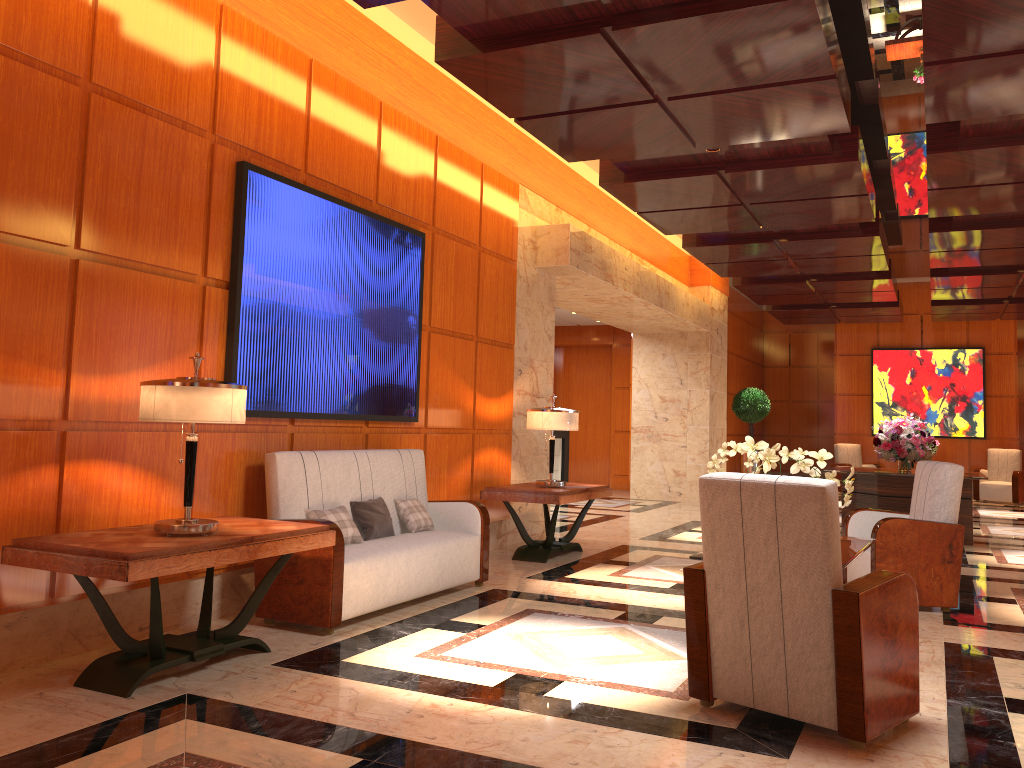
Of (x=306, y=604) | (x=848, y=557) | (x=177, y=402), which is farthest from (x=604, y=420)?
(x=177, y=402)

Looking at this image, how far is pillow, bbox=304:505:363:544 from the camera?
5.1 meters

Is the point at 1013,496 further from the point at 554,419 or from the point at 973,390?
the point at 554,419

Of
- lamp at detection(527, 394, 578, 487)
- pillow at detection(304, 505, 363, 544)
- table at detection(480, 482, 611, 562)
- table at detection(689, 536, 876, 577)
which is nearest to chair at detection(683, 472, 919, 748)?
table at detection(689, 536, 876, 577)

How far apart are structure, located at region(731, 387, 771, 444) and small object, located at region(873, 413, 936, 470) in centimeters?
572cm

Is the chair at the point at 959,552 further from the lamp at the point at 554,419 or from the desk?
the desk

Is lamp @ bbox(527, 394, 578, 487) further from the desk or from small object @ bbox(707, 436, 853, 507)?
the desk

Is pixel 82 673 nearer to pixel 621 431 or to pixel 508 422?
pixel 508 422

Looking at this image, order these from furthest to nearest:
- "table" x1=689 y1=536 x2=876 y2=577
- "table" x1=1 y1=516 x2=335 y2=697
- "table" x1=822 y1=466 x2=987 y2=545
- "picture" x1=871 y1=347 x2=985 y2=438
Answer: "picture" x1=871 y1=347 x2=985 y2=438 → "table" x1=822 y1=466 x2=987 y2=545 → "table" x1=689 y1=536 x2=876 y2=577 → "table" x1=1 y1=516 x2=335 y2=697

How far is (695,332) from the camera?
14.4 meters
